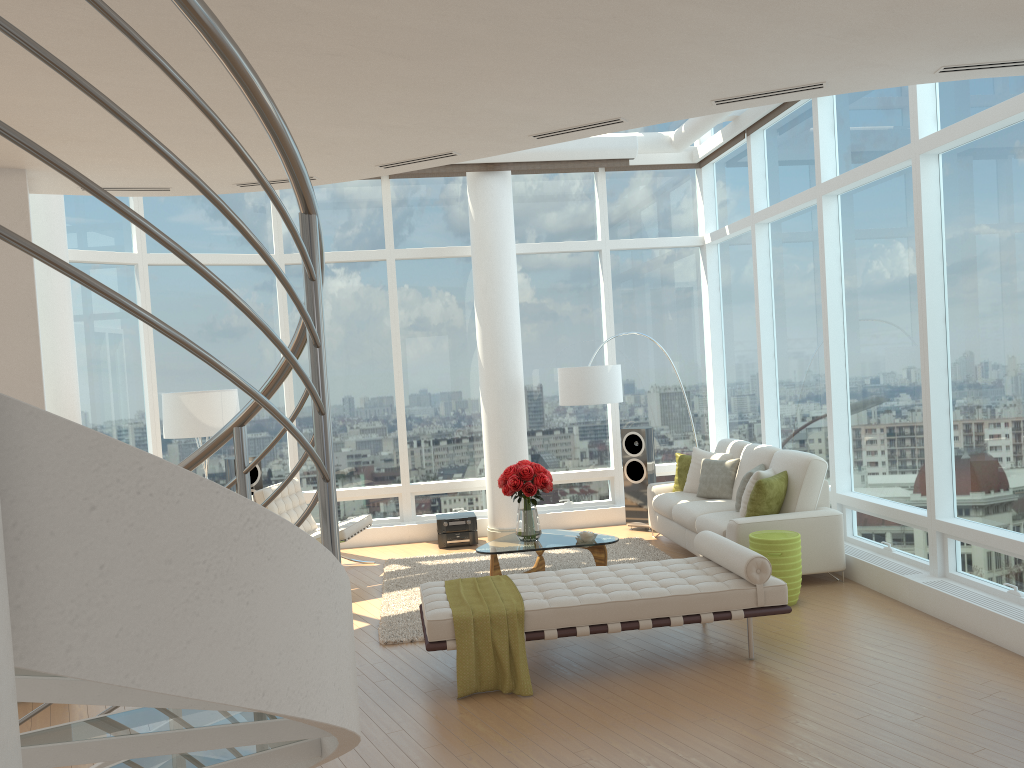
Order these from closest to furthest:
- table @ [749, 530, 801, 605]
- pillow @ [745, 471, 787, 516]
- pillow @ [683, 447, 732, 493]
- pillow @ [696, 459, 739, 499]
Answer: table @ [749, 530, 801, 605], pillow @ [745, 471, 787, 516], pillow @ [696, 459, 739, 499], pillow @ [683, 447, 732, 493]

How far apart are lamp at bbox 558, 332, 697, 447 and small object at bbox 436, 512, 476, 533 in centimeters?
162cm

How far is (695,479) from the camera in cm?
905

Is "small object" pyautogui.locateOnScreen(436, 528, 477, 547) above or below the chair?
below

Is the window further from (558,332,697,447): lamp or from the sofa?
(558,332,697,447): lamp

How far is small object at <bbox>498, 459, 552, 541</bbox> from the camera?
7.6m

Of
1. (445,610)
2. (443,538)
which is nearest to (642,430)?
(443,538)

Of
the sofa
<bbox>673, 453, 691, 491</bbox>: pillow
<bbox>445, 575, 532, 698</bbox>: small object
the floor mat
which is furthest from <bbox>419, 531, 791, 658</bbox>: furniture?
<bbox>673, 453, 691, 491</bbox>: pillow

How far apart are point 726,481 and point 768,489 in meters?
1.3 m

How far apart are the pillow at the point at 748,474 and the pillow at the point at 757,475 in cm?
16
